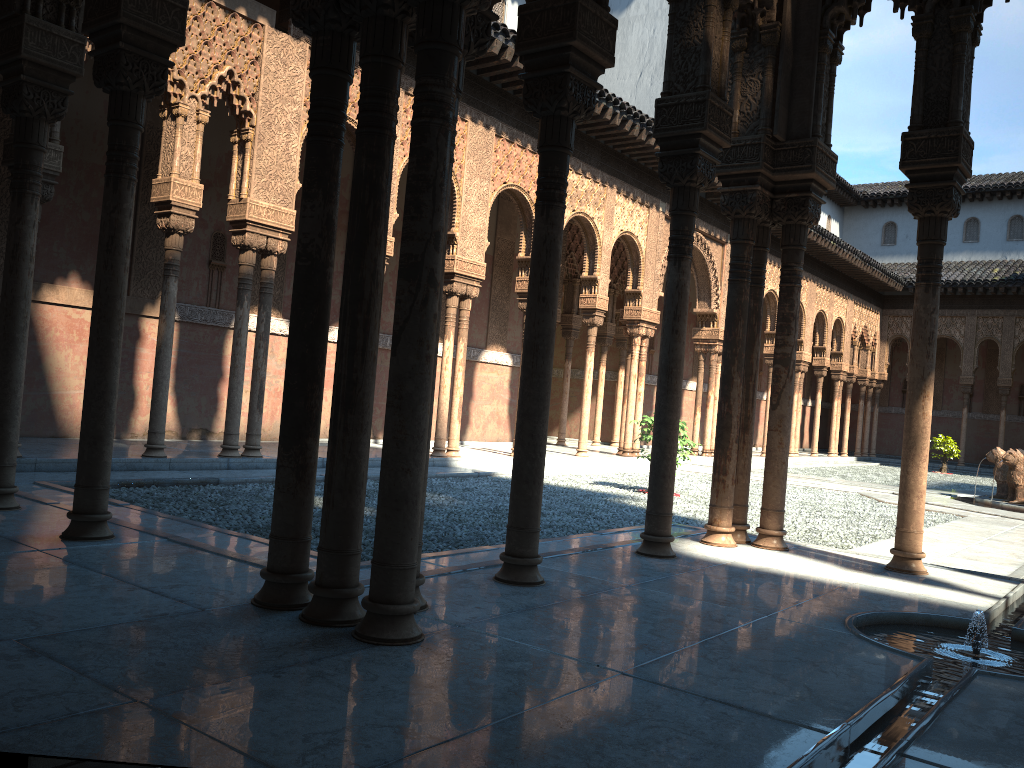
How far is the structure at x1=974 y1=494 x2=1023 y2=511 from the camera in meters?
15.1 m

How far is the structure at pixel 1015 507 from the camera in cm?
1508

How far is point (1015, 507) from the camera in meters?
15.1 m
